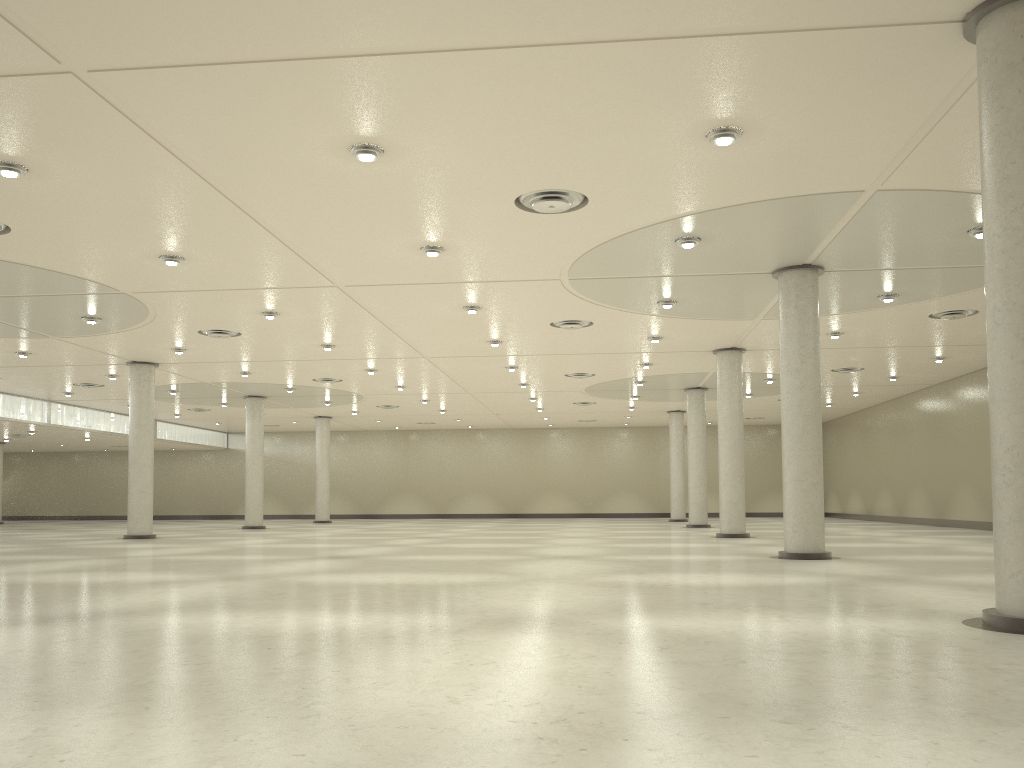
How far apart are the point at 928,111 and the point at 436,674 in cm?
1998
